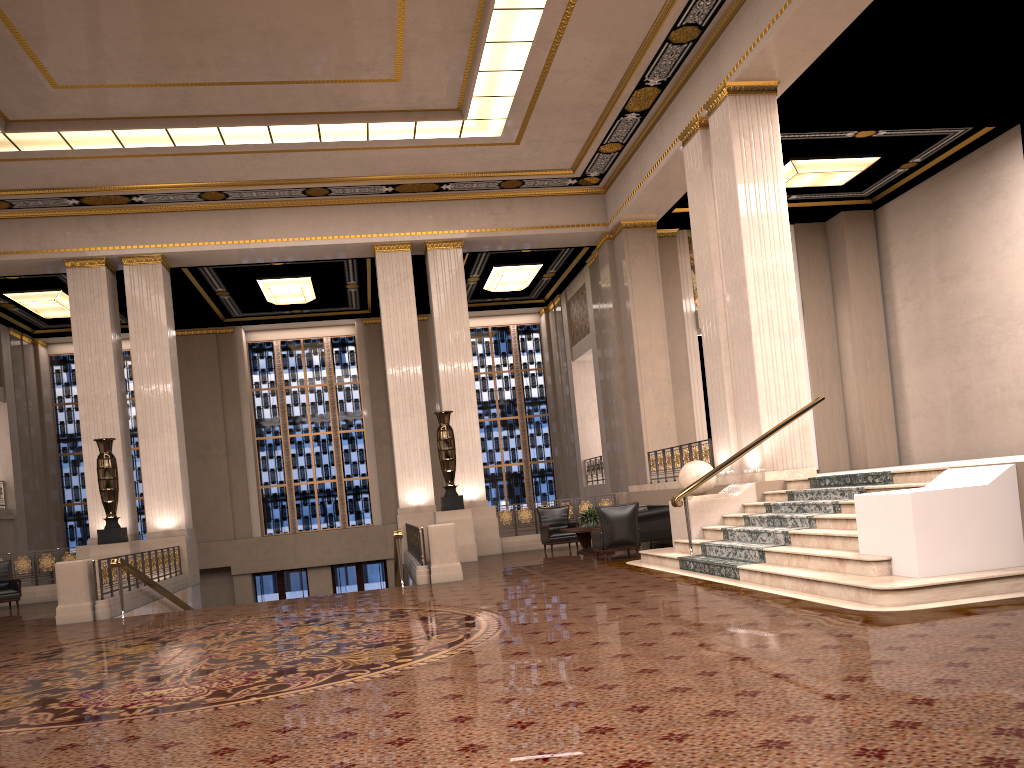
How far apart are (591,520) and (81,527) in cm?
1529

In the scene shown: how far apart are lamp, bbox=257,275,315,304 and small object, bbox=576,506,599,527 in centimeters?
920cm

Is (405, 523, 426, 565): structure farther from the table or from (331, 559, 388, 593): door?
(331, 559, 388, 593): door

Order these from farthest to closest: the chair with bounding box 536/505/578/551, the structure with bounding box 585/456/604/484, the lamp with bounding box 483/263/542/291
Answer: the structure with bounding box 585/456/604/484
the lamp with bounding box 483/263/542/291
the chair with bounding box 536/505/578/551

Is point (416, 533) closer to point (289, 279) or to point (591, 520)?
point (591, 520)

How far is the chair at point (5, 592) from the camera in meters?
14.8

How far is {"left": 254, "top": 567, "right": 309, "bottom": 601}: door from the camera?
23.21m

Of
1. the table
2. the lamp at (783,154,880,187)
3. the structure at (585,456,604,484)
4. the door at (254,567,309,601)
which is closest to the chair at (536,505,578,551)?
the table

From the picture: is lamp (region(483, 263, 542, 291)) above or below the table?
above

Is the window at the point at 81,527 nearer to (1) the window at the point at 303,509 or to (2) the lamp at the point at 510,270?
(1) the window at the point at 303,509
